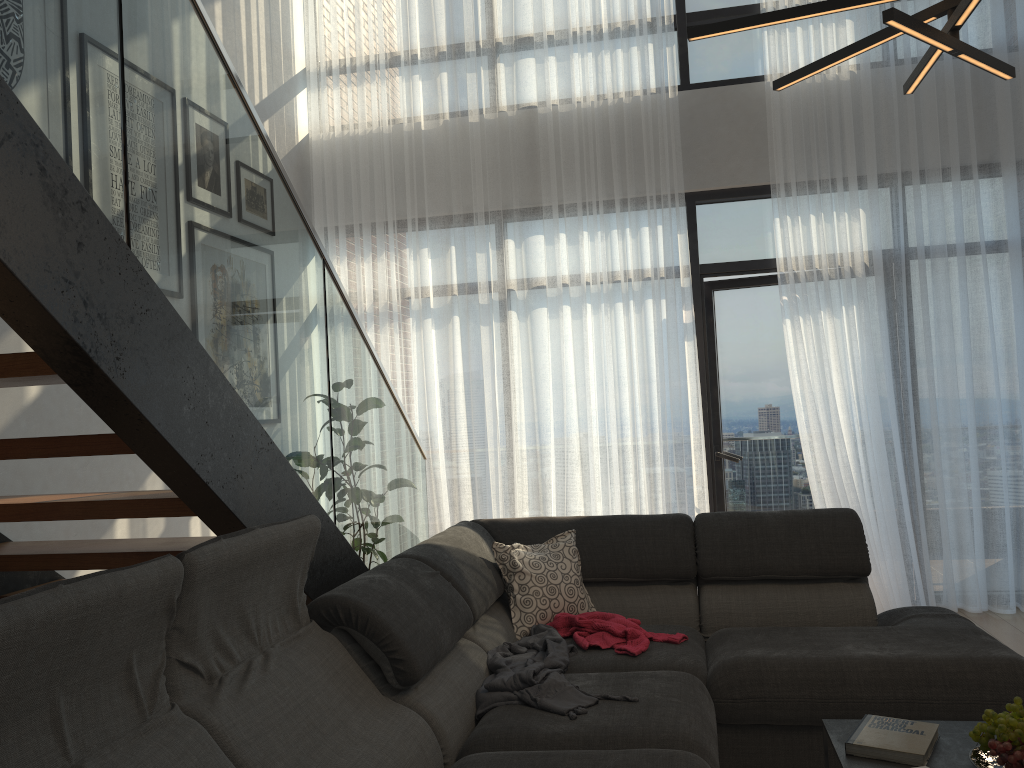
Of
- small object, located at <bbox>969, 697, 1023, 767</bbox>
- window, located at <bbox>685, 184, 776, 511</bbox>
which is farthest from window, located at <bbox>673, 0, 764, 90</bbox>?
small object, located at <bbox>969, 697, 1023, 767</bbox>

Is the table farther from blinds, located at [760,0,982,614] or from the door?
the door

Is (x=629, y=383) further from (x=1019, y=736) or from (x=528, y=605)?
(x=1019, y=736)

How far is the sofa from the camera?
1.5m

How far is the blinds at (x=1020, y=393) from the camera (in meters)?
4.78

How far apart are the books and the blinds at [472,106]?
3.1 meters

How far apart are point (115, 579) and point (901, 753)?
1.8m

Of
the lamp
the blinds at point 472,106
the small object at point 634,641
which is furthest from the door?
the lamp

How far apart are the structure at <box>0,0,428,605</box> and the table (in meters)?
1.46

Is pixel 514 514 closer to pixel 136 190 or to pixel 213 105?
pixel 213 105
